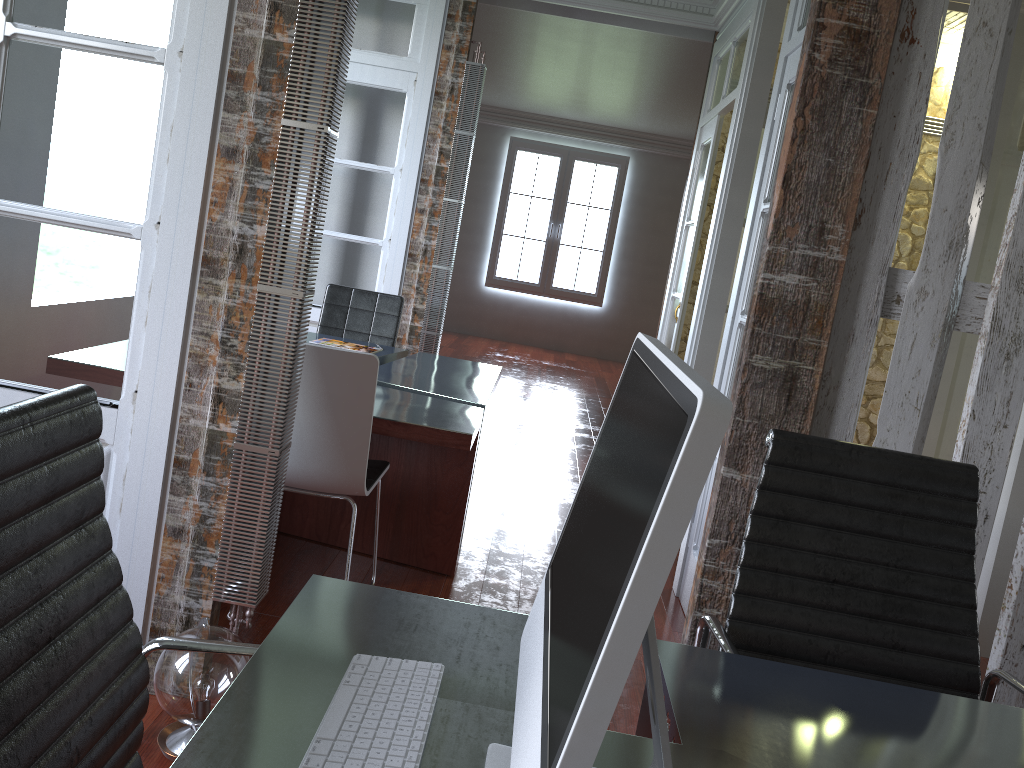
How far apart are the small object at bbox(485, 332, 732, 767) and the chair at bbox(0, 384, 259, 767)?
0.4m

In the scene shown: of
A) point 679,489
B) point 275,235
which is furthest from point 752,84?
point 679,489

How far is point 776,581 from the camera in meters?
1.7 m

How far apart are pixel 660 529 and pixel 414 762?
0.5 meters

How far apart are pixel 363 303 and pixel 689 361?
1.7 meters

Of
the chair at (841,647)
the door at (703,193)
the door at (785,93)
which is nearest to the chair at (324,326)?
the door at (703,193)

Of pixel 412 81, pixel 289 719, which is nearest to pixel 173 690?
pixel 289 719

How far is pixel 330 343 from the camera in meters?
4.3 m

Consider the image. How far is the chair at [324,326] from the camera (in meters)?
4.71

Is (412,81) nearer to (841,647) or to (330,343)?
(330,343)
